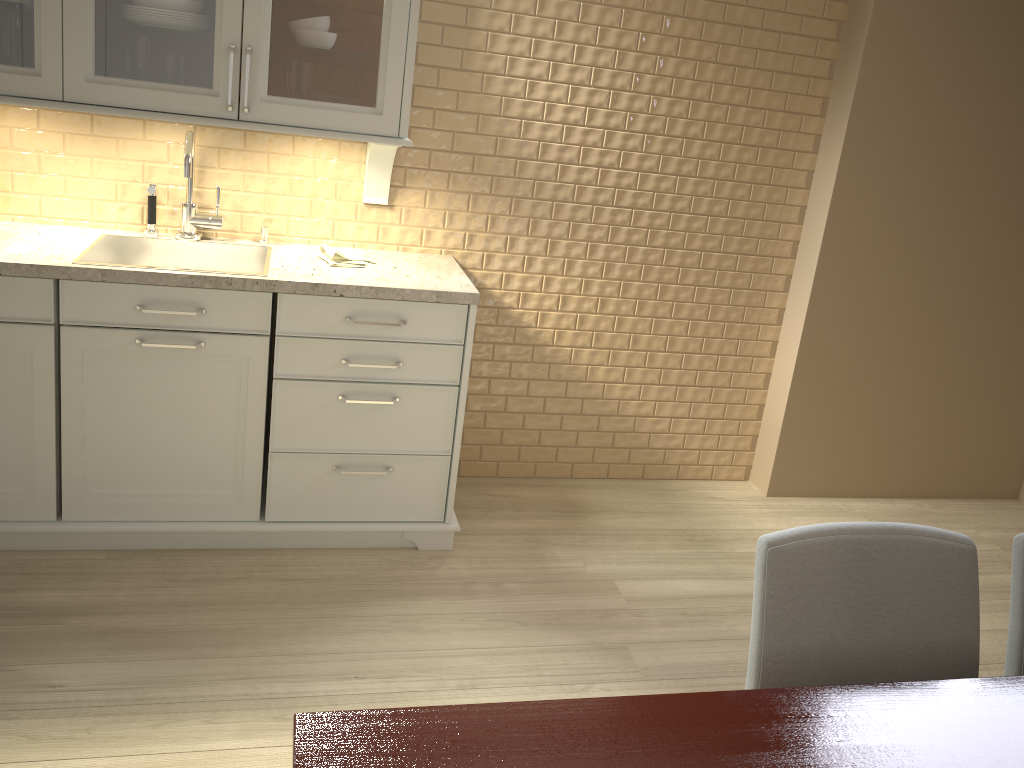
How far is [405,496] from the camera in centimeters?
268cm

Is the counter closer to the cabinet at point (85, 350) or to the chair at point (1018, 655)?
the cabinet at point (85, 350)

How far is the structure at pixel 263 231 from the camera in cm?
275

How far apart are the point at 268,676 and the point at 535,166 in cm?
175

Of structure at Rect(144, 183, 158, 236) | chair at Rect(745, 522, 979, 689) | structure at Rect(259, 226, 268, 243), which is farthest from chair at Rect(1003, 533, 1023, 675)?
structure at Rect(144, 183, 158, 236)

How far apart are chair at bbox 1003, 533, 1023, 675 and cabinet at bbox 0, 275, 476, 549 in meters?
1.5

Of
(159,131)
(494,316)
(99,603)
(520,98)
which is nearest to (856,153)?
(520,98)

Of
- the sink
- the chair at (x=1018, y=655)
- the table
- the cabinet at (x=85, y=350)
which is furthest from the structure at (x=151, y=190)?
the chair at (x=1018, y=655)

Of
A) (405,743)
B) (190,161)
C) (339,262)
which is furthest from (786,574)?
(190,161)

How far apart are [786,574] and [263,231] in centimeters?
201cm
